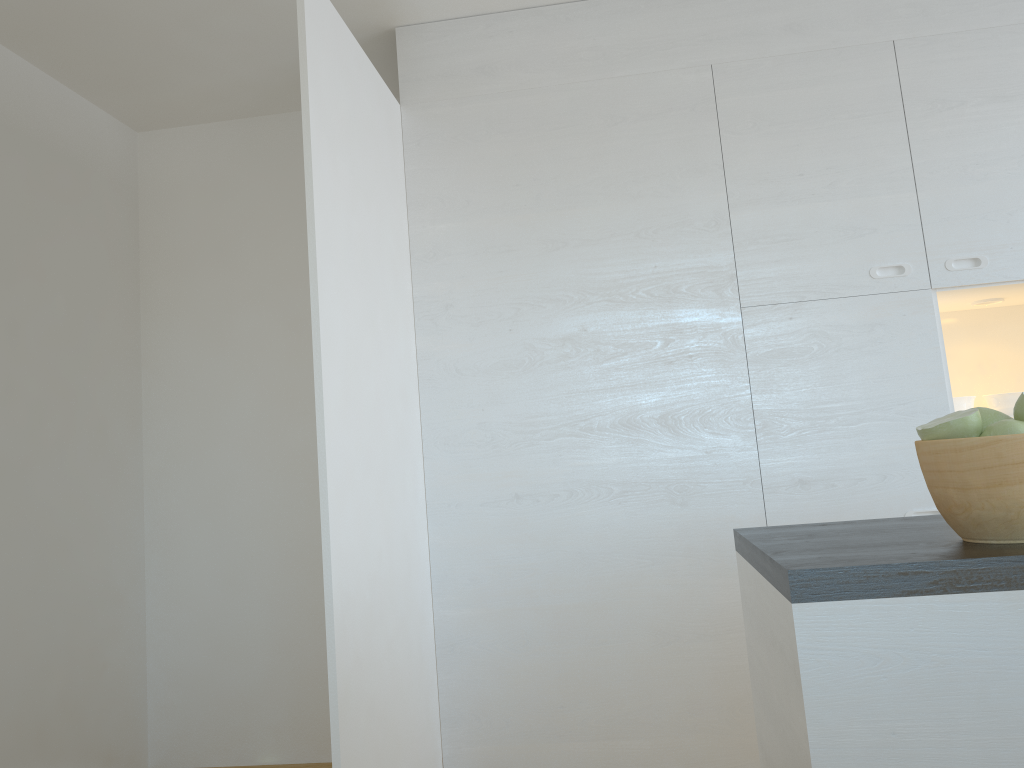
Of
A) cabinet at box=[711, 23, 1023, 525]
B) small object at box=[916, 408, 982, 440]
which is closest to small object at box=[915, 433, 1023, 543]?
small object at box=[916, 408, 982, 440]

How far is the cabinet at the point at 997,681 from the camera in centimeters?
106cm

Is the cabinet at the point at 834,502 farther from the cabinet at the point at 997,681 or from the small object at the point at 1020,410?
the small object at the point at 1020,410

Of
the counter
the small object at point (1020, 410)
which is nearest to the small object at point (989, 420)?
the small object at point (1020, 410)

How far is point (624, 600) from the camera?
2.9 meters

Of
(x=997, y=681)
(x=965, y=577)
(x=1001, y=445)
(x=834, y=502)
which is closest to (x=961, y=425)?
(x=1001, y=445)

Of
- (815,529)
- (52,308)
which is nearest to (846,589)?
(815,529)

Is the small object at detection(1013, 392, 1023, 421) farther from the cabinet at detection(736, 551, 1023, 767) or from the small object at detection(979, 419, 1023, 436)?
the cabinet at detection(736, 551, 1023, 767)

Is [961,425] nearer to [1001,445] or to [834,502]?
[1001,445]

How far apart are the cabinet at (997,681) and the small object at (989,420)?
0.3m
